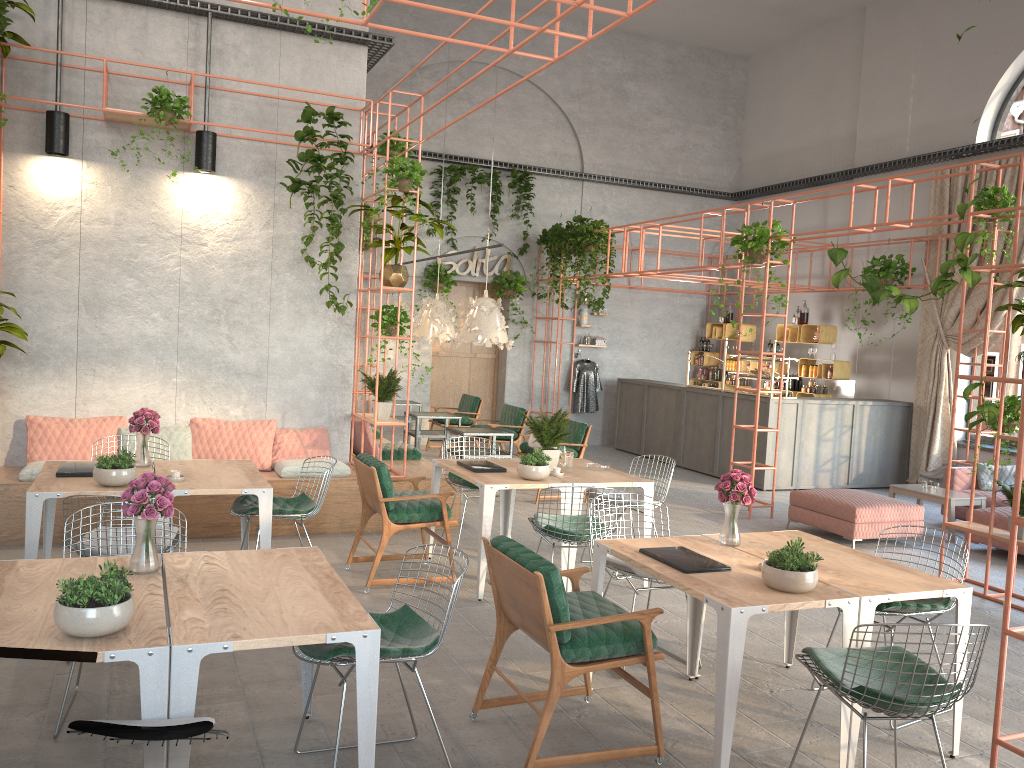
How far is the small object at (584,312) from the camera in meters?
15.5

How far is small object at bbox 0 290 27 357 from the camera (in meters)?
6.96

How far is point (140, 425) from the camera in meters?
6.1 m

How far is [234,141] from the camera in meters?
8.3 m

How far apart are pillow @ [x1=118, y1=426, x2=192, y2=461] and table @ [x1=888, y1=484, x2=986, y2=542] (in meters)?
7.47

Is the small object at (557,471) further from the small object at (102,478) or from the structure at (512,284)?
the structure at (512,284)

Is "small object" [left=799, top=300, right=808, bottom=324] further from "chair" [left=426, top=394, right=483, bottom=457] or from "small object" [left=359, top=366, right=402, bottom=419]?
"small object" [left=359, top=366, right=402, bottom=419]

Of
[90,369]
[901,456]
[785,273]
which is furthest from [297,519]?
[785,273]

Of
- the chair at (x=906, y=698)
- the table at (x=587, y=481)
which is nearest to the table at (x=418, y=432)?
the table at (x=587, y=481)

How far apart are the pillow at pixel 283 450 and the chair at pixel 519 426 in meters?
3.4
